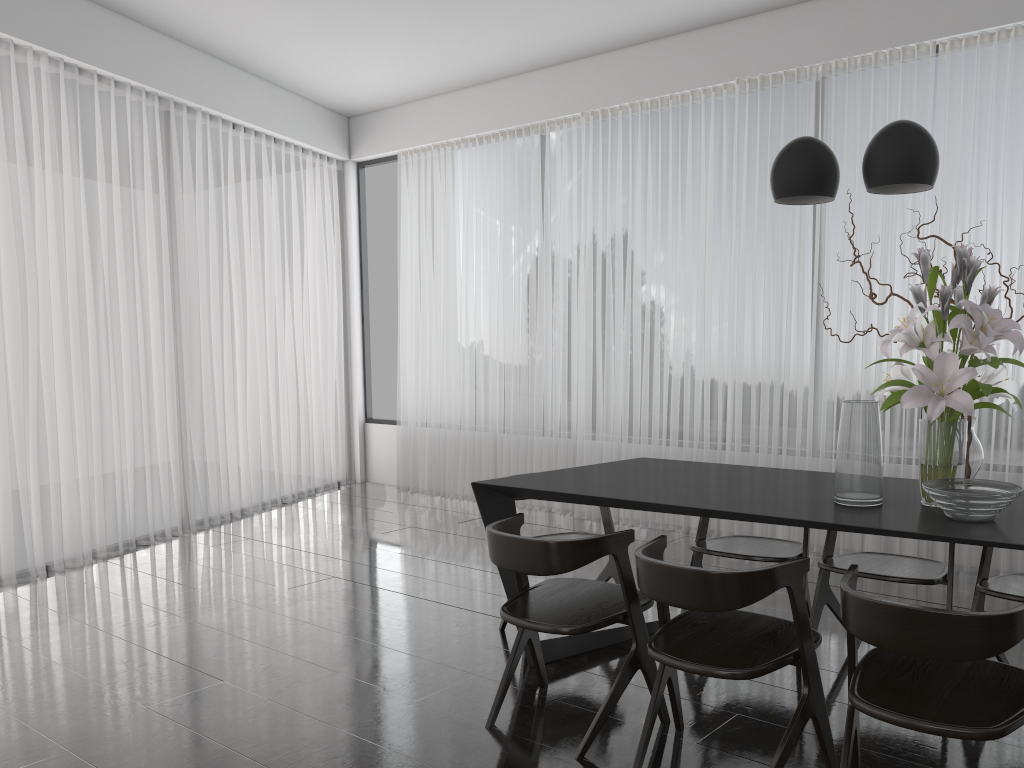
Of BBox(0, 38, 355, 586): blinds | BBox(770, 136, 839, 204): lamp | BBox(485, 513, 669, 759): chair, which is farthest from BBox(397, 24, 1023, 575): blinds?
BBox(485, 513, 669, 759): chair

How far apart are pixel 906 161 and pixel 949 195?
2.4m

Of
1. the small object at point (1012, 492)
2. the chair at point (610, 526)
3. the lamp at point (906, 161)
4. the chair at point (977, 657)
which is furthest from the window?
the chair at point (977, 657)

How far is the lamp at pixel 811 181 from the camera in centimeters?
268cm

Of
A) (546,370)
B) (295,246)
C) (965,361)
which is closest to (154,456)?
(295,246)

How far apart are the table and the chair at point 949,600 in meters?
0.3 m

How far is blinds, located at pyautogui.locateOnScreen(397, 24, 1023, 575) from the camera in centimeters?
450cm

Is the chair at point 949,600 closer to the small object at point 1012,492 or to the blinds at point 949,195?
the small object at point 1012,492

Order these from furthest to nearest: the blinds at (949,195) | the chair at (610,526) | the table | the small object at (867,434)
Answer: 1. the blinds at (949,195)
2. the chair at (610,526)
3. the small object at (867,434)
4. the table

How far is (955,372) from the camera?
2.39m
